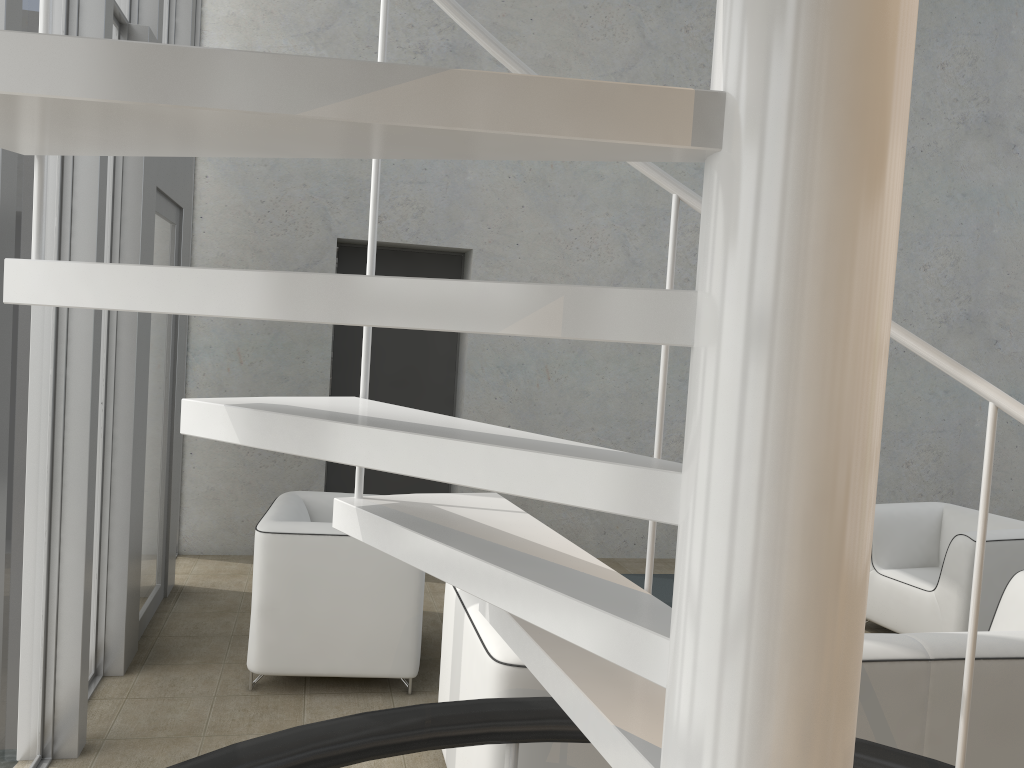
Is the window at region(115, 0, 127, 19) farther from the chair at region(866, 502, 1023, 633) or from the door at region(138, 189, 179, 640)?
the chair at region(866, 502, 1023, 633)

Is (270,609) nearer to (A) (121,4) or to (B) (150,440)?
(B) (150,440)

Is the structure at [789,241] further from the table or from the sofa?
the table

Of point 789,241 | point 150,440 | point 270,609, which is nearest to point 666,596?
point 270,609

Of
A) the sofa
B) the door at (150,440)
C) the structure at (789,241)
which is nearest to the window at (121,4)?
the door at (150,440)

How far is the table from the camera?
4.07m

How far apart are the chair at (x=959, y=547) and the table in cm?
130

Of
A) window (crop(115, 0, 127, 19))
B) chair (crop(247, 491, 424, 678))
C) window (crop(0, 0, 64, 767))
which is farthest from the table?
window (crop(115, 0, 127, 19))

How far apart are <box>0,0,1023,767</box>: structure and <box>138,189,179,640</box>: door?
2.78m

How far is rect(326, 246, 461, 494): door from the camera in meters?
6.2
